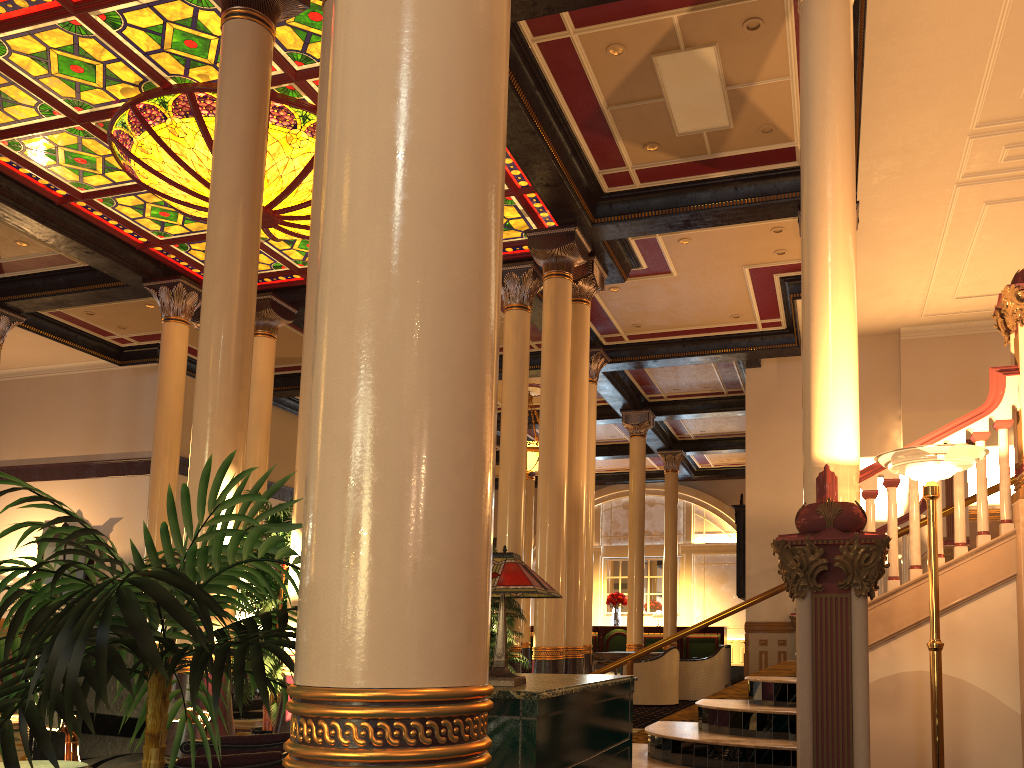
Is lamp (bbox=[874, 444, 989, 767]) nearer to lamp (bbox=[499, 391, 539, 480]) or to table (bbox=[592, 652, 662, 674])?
table (bbox=[592, 652, 662, 674])

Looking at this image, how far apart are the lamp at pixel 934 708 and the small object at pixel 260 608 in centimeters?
400cm

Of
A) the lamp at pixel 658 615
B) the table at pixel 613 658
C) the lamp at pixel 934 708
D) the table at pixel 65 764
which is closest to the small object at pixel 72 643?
the table at pixel 65 764

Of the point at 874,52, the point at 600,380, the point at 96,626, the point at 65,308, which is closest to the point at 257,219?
the point at 96,626

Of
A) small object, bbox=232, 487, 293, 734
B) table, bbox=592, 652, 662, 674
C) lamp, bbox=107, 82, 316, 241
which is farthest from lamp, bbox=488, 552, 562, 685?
table, bbox=592, 652, 662, 674

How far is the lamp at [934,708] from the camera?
4.23m

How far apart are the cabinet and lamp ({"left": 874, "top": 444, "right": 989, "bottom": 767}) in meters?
1.8

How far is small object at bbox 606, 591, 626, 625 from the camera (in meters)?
23.60

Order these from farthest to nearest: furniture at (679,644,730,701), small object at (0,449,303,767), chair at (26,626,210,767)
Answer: furniture at (679,644,730,701) → chair at (26,626,210,767) → small object at (0,449,303,767)

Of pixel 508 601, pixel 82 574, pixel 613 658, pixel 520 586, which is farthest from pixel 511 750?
pixel 82 574
